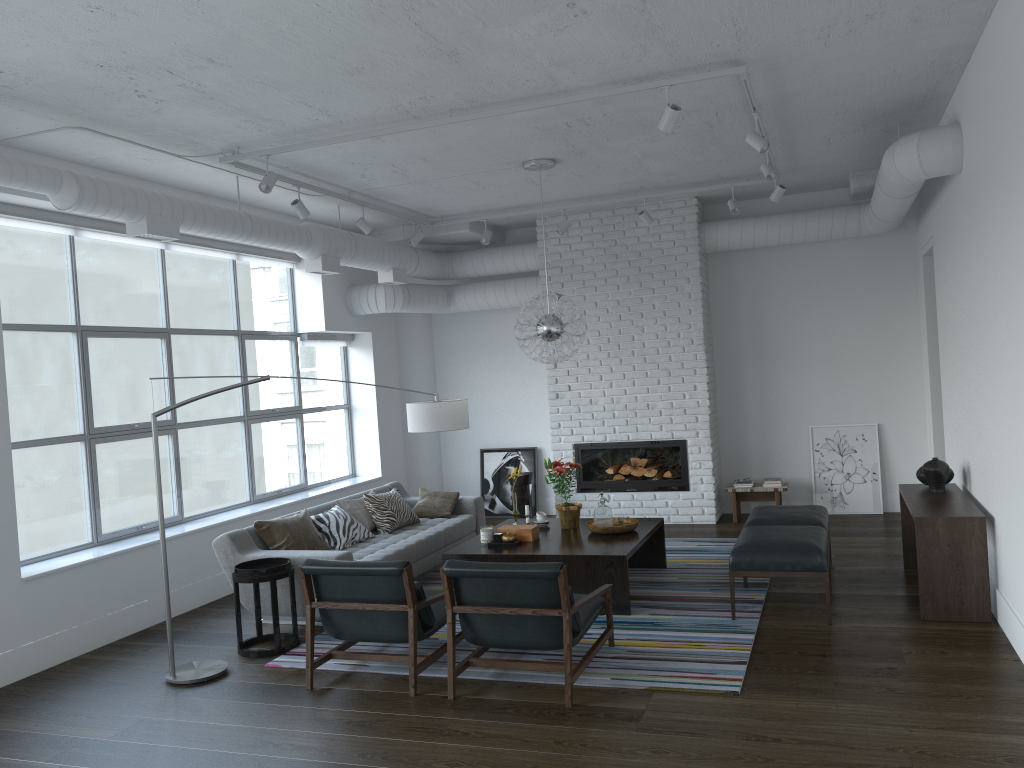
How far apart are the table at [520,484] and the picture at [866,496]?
2.87m

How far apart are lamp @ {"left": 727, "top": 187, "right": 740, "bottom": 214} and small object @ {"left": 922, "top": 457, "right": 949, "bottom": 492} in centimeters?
288cm

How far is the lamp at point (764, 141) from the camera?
5.5 meters

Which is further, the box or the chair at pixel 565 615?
the box

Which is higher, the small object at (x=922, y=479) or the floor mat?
the small object at (x=922, y=479)

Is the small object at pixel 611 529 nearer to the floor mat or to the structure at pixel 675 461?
the floor mat

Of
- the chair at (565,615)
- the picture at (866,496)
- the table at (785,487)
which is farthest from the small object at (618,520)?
the picture at (866,496)

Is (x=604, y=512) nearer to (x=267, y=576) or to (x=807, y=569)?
(x=807, y=569)

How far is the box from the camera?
6.4 meters

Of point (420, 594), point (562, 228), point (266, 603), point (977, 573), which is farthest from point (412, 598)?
point (562, 228)
